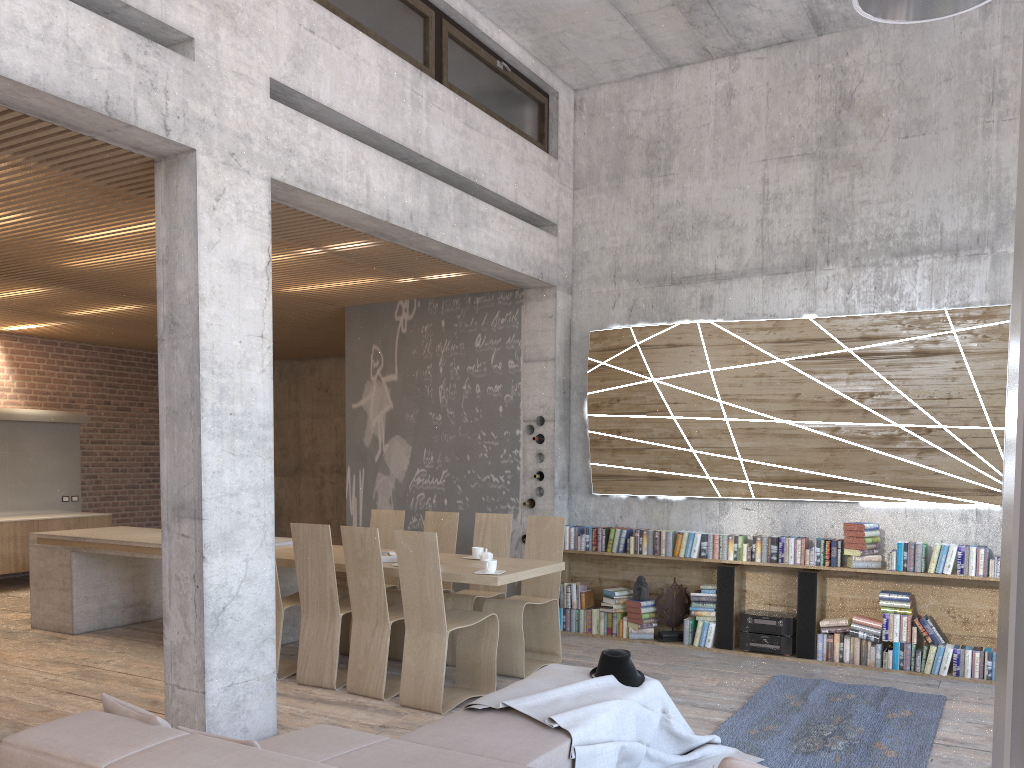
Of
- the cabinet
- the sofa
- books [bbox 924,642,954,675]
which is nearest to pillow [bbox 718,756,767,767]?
the sofa

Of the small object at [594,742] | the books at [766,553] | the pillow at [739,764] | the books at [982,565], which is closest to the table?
the small object at [594,742]

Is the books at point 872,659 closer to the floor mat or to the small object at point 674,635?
the floor mat

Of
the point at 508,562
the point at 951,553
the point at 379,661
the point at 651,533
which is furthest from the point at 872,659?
the point at 379,661

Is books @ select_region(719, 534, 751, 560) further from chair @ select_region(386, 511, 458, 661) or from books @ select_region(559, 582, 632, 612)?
chair @ select_region(386, 511, 458, 661)

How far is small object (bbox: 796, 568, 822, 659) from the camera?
7.0m

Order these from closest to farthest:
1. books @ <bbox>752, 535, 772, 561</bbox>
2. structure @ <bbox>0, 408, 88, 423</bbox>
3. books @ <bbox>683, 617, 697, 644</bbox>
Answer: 1. books @ <bbox>752, 535, 772, 561</bbox>
2. books @ <bbox>683, 617, 697, 644</bbox>
3. structure @ <bbox>0, 408, 88, 423</bbox>

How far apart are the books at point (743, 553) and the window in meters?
3.9

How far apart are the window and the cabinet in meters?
7.7 m

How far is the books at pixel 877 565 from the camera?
6.8 meters
